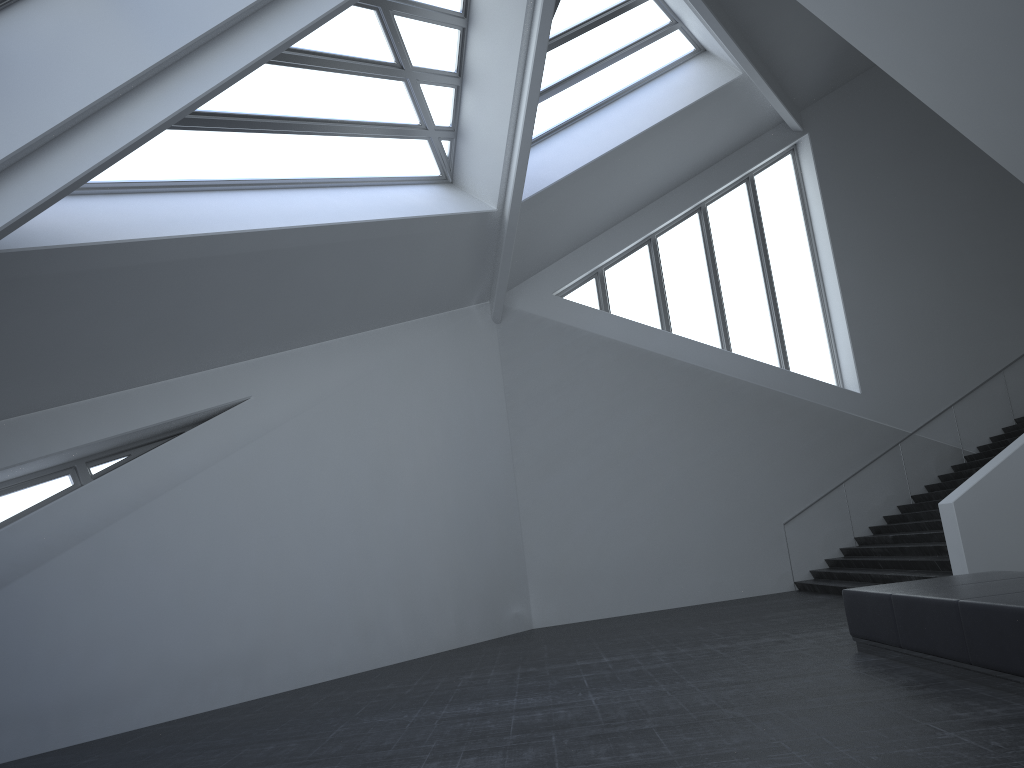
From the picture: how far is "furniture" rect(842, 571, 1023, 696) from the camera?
5.7m

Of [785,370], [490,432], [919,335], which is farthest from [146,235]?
[919,335]

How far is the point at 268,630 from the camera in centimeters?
1069cm

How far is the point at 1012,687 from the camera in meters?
5.7 m
